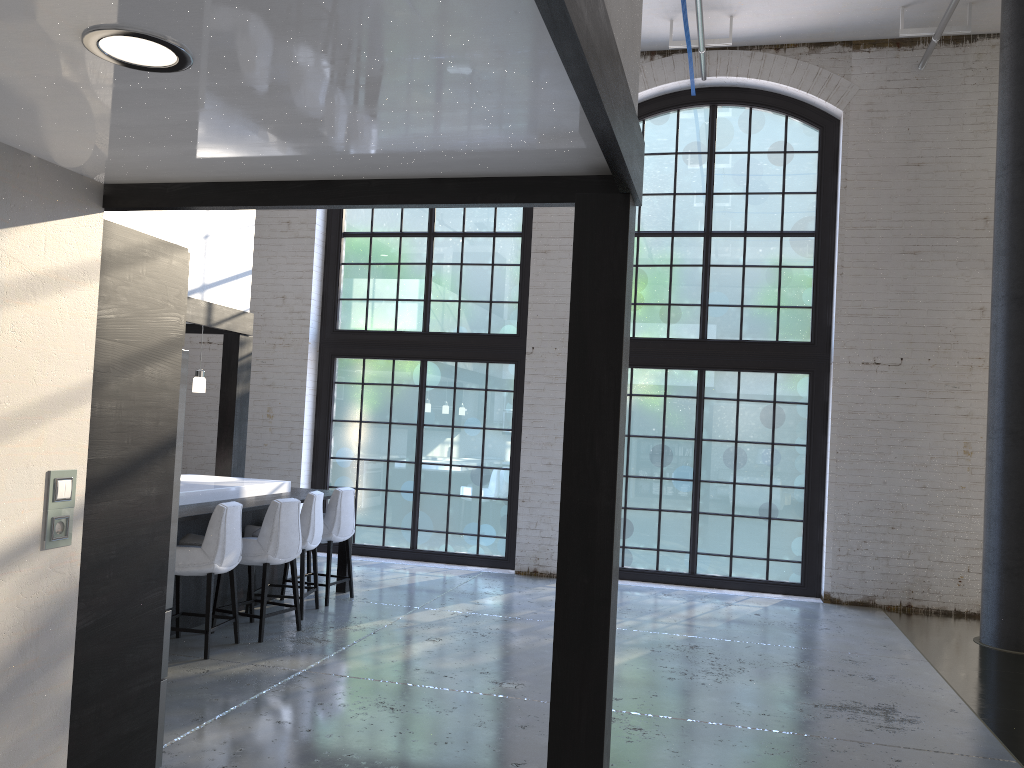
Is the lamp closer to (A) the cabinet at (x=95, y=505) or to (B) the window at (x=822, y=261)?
(A) the cabinet at (x=95, y=505)

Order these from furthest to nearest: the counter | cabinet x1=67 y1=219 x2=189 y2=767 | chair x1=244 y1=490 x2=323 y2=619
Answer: chair x1=244 y1=490 x2=323 y2=619, the counter, cabinet x1=67 y1=219 x2=189 y2=767

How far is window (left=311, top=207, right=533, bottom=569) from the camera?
9.58m

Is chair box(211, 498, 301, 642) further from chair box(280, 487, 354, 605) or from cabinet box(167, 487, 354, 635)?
chair box(280, 487, 354, 605)

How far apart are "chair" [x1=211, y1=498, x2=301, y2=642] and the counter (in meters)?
0.37

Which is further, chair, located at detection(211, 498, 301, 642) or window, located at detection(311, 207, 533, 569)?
window, located at detection(311, 207, 533, 569)

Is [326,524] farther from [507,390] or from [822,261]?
[822,261]

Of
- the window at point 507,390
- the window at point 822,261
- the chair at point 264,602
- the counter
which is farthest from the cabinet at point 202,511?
the window at point 822,261

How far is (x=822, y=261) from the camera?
8.8 meters

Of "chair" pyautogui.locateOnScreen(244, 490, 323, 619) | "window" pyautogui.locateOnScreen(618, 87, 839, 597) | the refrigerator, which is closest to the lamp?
"chair" pyautogui.locateOnScreen(244, 490, 323, 619)
